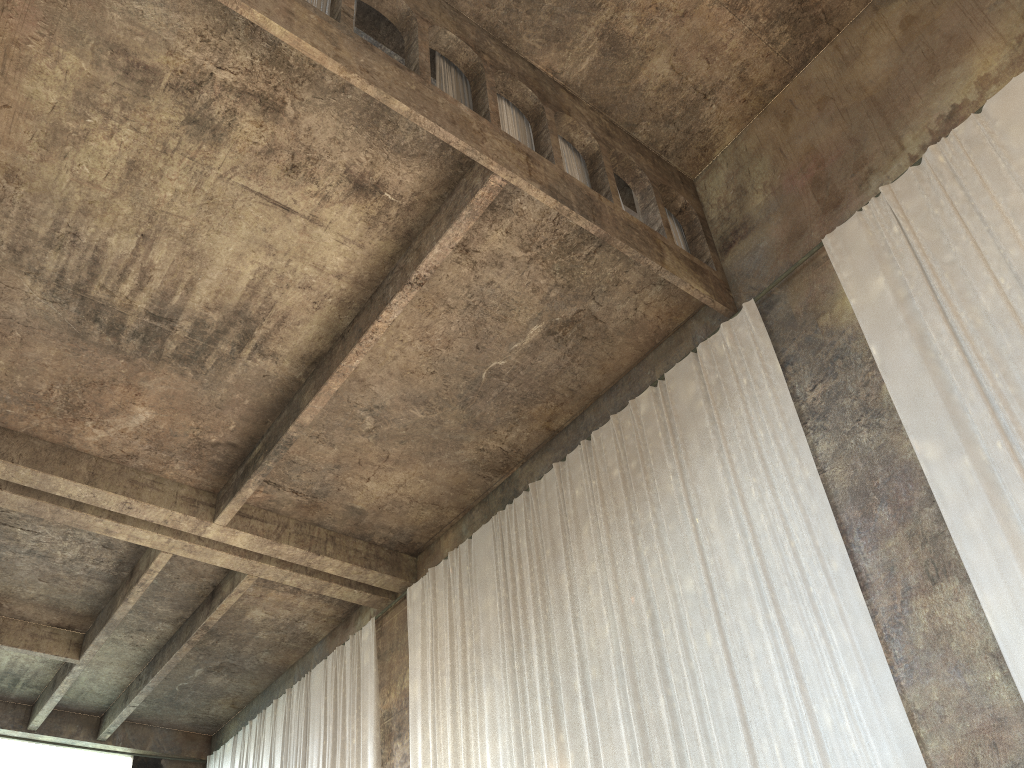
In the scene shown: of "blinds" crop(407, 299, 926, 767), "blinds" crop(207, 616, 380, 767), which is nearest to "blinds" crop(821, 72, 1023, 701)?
"blinds" crop(407, 299, 926, 767)

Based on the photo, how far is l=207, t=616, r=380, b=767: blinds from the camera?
14.3 meters

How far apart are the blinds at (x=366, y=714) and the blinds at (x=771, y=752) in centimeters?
113cm

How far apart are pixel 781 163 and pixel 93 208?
8.3m

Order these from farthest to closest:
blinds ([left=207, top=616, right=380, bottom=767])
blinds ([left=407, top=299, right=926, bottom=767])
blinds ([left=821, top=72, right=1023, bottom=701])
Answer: blinds ([left=207, top=616, right=380, bottom=767])
blinds ([left=407, top=299, right=926, bottom=767])
blinds ([left=821, top=72, right=1023, bottom=701])

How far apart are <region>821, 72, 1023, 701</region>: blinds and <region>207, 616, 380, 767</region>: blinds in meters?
9.6

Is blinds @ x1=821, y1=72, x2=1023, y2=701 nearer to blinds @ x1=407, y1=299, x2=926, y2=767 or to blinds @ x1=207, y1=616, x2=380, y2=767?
blinds @ x1=407, y1=299, x2=926, y2=767

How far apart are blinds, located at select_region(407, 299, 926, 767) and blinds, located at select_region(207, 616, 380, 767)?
1.1m

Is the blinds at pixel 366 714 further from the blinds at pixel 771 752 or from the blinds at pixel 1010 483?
the blinds at pixel 1010 483

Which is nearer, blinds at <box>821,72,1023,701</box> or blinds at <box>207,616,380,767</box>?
blinds at <box>821,72,1023,701</box>
